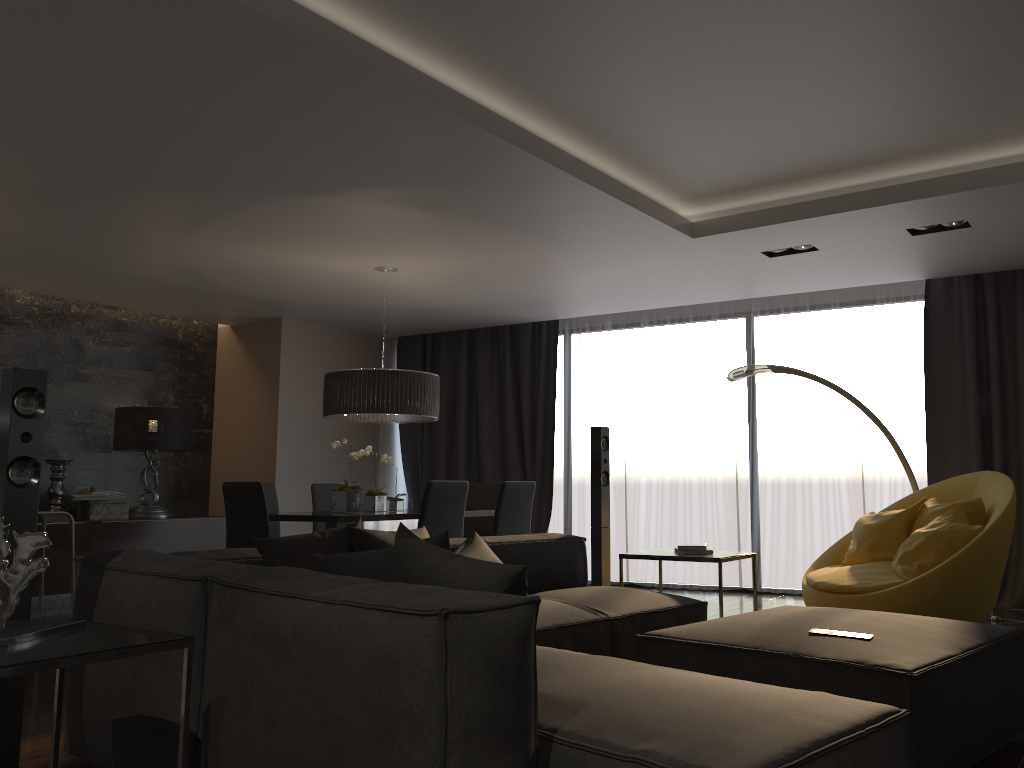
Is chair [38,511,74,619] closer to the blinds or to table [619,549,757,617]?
table [619,549,757,617]

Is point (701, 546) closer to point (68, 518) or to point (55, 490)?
point (68, 518)

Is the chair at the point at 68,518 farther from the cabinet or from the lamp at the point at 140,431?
the lamp at the point at 140,431

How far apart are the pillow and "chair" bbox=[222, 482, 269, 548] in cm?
177

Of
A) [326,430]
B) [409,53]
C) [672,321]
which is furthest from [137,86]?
[672,321]

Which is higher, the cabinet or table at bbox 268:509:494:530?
table at bbox 268:509:494:530

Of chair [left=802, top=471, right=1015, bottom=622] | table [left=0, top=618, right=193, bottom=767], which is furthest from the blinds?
table [left=0, top=618, right=193, bottom=767]

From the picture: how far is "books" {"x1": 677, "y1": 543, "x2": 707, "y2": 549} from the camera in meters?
4.6

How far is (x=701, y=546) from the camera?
4.6m

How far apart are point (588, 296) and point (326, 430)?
3.1 meters
